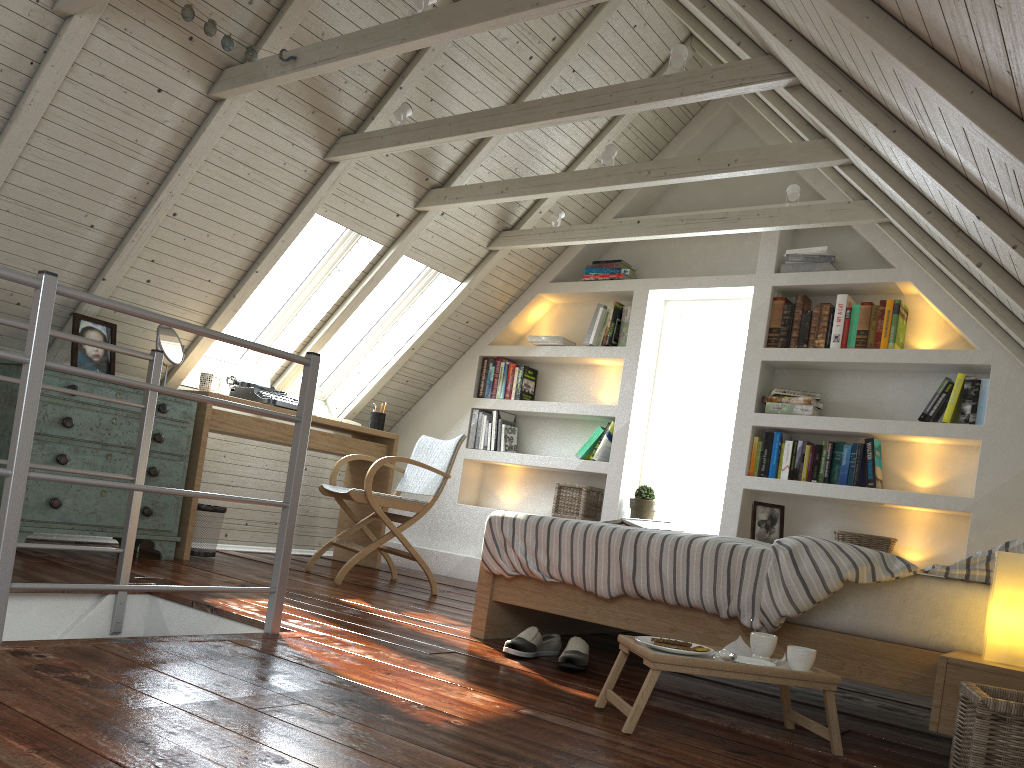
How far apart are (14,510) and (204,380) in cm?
247

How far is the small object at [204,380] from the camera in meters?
4.3

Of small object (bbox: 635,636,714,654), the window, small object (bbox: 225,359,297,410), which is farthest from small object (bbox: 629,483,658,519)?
small object (bbox: 635,636,714,654)

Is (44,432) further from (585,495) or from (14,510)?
(585,495)

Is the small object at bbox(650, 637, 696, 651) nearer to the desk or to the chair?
the chair

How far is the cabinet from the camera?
3.5 meters

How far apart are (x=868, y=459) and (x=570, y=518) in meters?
1.6

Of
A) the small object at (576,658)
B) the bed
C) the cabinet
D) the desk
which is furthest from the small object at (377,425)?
the small object at (576,658)

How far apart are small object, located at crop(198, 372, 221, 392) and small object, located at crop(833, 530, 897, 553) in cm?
308

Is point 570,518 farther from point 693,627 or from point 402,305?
point 693,627
